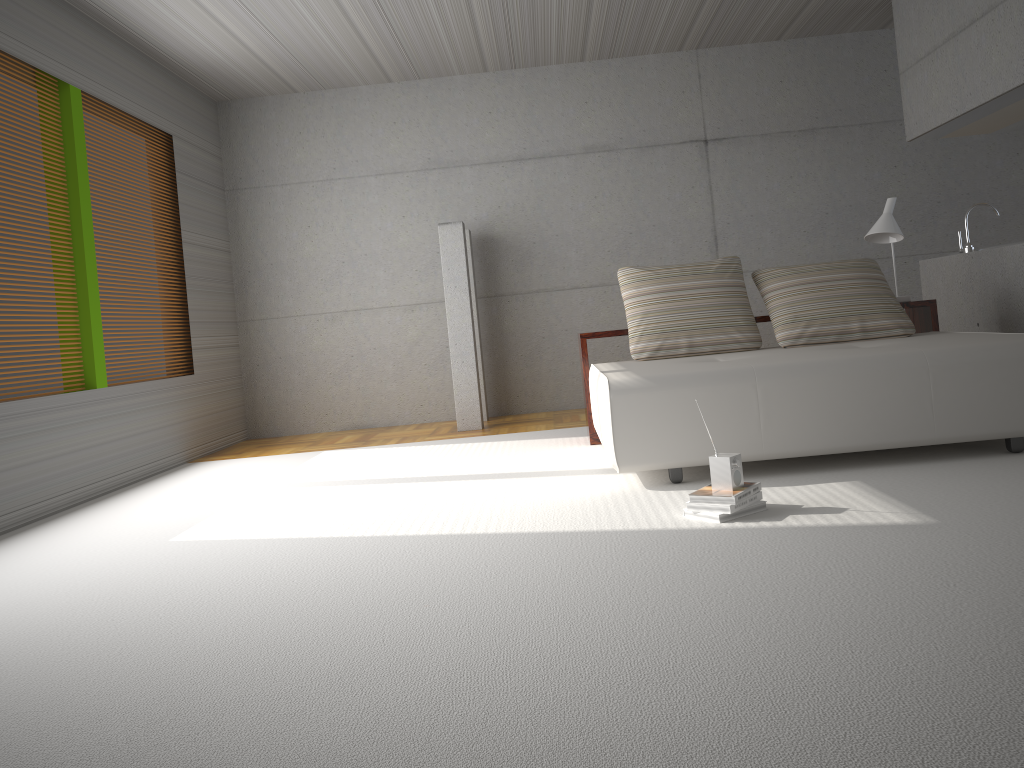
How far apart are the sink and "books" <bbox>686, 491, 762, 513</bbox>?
3.8m

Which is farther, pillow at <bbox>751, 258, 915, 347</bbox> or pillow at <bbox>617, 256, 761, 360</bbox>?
pillow at <bbox>617, 256, 761, 360</bbox>

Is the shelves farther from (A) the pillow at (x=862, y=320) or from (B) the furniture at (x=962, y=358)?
(B) the furniture at (x=962, y=358)

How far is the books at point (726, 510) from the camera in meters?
3.3

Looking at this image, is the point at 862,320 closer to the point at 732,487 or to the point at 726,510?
the point at 732,487

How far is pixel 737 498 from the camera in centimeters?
334cm

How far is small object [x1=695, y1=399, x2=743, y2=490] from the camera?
3.4m

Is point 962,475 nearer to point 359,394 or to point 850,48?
point 850,48

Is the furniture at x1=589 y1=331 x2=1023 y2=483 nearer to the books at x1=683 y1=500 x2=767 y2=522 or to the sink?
the books at x1=683 y1=500 x2=767 y2=522

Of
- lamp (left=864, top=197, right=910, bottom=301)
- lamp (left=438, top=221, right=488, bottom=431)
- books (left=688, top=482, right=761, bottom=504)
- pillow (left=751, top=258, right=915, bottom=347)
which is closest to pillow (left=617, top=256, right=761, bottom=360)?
pillow (left=751, top=258, right=915, bottom=347)
